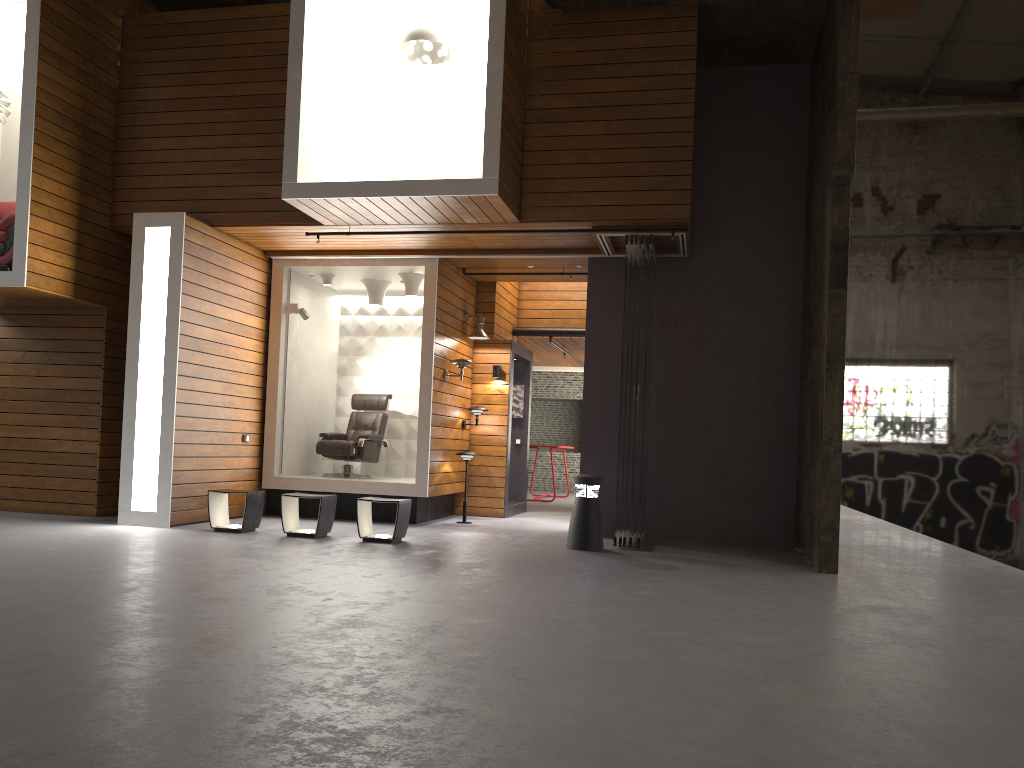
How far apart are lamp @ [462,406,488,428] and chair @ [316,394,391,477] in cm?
113

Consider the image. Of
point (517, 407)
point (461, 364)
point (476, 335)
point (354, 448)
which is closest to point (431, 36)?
point (461, 364)

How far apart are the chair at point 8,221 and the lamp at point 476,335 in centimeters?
504cm

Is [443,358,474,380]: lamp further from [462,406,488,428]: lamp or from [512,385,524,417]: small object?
[512,385,524,417]: small object

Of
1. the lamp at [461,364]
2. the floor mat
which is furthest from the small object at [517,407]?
the floor mat

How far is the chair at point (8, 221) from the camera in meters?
8.5 m

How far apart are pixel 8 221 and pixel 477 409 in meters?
5.4 m

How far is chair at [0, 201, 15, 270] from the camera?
8.5m

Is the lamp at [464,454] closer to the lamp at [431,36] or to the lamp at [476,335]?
the lamp at [476,335]

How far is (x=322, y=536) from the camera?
8.3m
